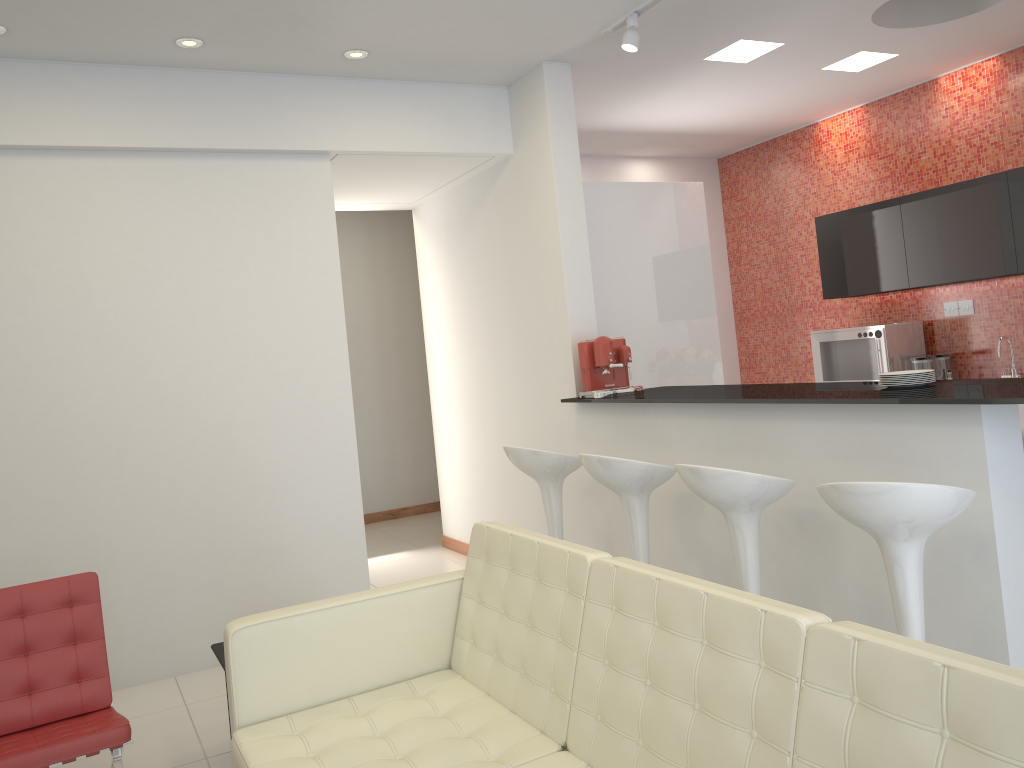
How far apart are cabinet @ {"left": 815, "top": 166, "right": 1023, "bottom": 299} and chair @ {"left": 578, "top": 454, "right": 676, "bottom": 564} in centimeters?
311cm

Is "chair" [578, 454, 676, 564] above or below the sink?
below

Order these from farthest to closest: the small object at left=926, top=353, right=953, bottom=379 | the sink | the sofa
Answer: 1. the small object at left=926, top=353, right=953, bottom=379
2. the sink
3. the sofa

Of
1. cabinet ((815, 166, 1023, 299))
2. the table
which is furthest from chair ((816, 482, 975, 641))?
cabinet ((815, 166, 1023, 299))

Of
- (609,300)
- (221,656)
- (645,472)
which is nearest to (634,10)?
(609,300)

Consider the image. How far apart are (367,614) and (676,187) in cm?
379

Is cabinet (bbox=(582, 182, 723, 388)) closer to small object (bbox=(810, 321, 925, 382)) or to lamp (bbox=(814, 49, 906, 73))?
lamp (bbox=(814, 49, 906, 73))

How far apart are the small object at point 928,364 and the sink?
0.5 meters

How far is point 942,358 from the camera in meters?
6.4

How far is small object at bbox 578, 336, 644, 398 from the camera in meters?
4.8
